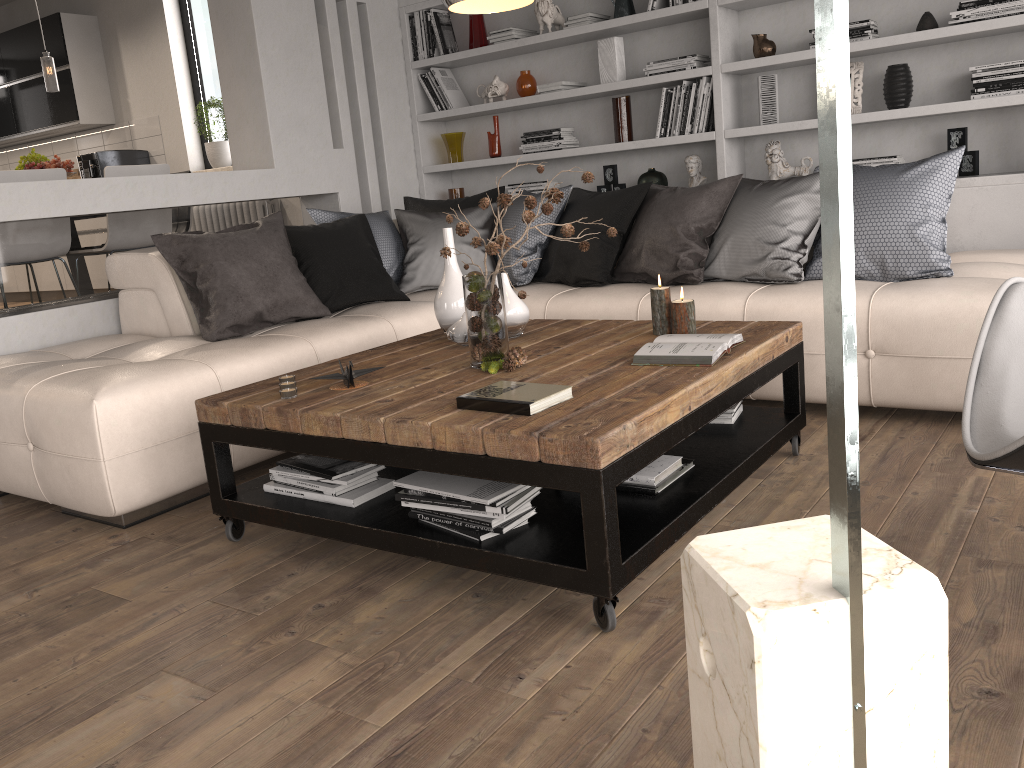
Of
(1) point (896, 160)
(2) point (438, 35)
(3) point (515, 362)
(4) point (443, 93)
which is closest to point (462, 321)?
(3) point (515, 362)

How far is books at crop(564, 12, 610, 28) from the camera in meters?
5.1

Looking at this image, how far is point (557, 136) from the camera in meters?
5.3 m

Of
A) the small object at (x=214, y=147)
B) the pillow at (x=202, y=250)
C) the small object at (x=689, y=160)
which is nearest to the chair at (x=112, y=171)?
the pillow at (x=202, y=250)

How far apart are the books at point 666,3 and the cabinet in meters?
5.2 m

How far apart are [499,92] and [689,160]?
1.3 meters

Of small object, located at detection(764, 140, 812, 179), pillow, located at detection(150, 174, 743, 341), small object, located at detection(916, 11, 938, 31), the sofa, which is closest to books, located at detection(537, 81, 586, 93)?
pillow, located at detection(150, 174, 743, 341)

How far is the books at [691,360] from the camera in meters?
2.4

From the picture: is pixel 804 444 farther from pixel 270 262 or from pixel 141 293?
pixel 141 293

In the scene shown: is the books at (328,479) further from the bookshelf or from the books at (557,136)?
the books at (557,136)
